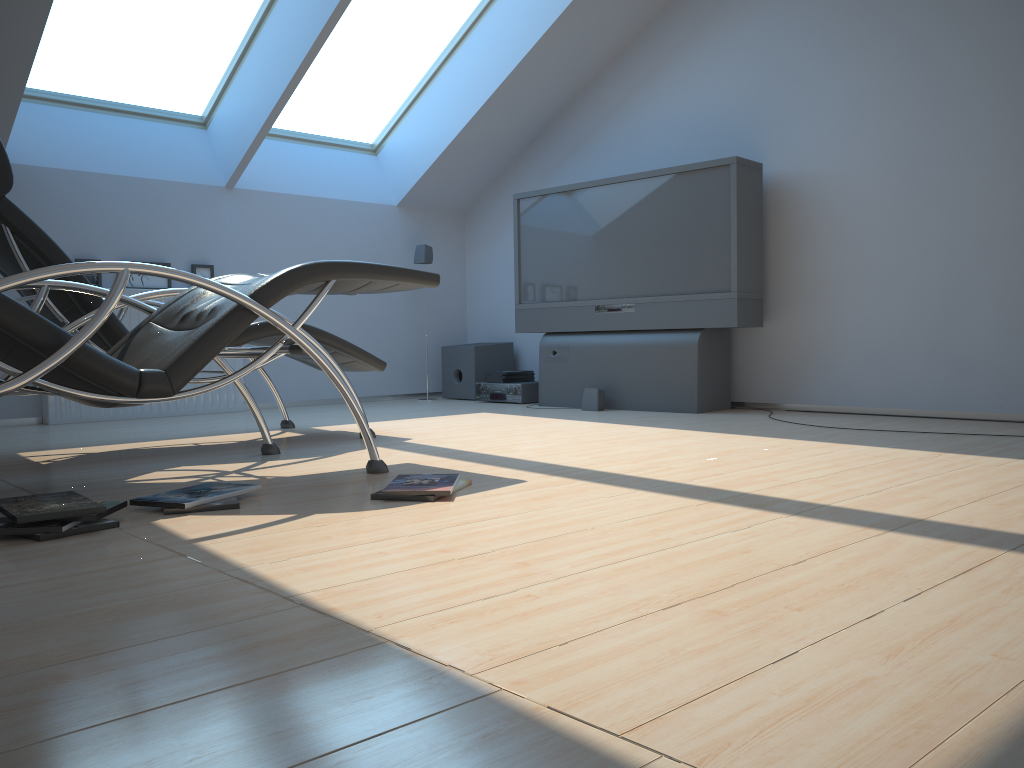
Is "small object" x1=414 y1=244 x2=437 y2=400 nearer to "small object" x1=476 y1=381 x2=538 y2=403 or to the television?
the television

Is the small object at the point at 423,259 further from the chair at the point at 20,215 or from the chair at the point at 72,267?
the chair at the point at 72,267

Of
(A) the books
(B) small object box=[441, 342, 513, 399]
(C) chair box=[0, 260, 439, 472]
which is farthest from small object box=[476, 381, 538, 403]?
(C) chair box=[0, 260, 439, 472]

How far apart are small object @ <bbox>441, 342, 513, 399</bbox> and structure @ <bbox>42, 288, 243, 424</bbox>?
1.6m

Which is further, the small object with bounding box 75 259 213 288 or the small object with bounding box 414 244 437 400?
the small object with bounding box 414 244 437 400

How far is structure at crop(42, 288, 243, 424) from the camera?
5.2m

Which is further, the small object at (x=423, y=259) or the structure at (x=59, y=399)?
the small object at (x=423, y=259)

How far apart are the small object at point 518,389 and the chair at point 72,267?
2.8m

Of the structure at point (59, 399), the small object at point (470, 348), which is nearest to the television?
the small object at point (470, 348)

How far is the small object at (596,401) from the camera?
5.4m
